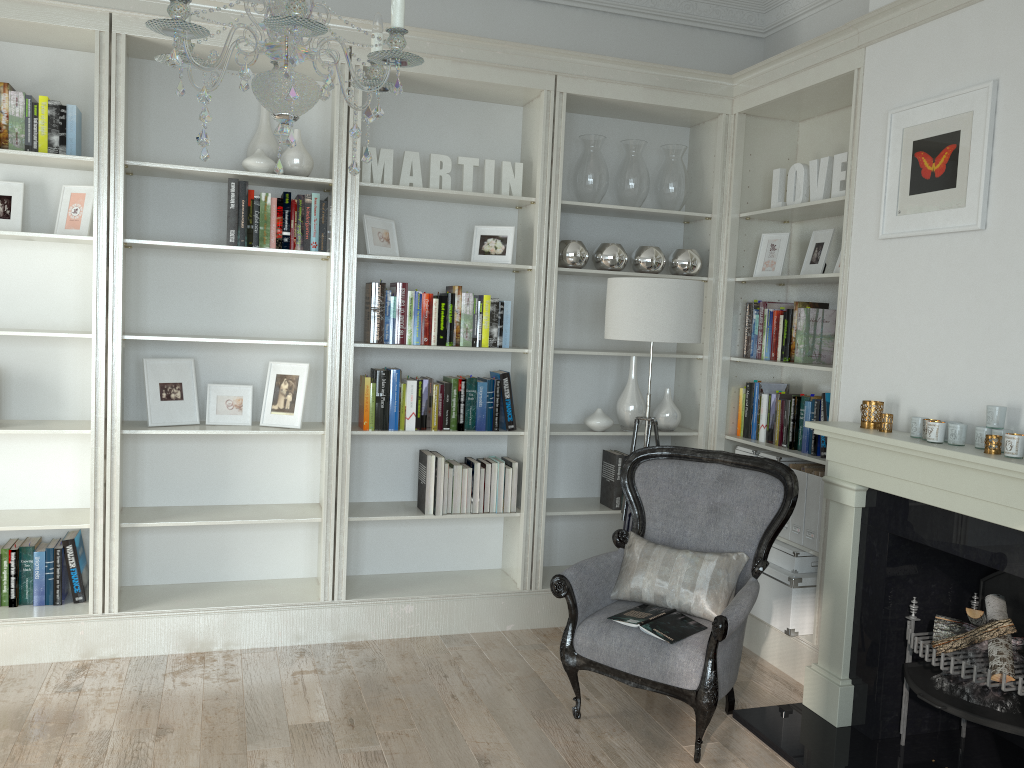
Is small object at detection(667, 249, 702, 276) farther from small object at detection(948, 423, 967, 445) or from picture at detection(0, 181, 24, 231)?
picture at detection(0, 181, 24, 231)

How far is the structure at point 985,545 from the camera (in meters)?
2.85

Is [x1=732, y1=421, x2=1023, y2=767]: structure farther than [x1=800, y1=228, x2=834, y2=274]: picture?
No

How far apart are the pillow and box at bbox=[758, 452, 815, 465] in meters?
0.9

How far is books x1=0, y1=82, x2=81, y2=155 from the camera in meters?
3.7

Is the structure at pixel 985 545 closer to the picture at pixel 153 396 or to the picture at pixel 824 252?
the picture at pixel 824 252

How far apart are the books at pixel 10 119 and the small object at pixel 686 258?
2.8 meters

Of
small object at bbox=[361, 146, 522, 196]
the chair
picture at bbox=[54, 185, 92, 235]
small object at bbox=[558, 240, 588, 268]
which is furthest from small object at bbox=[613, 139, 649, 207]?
picture at bbox=[54, 185, 92, 235]

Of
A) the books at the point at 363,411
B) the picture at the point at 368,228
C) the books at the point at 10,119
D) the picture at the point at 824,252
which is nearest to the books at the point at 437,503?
the books at the point at 363,411

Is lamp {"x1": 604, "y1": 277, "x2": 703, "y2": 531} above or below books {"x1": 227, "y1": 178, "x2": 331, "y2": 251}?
below
